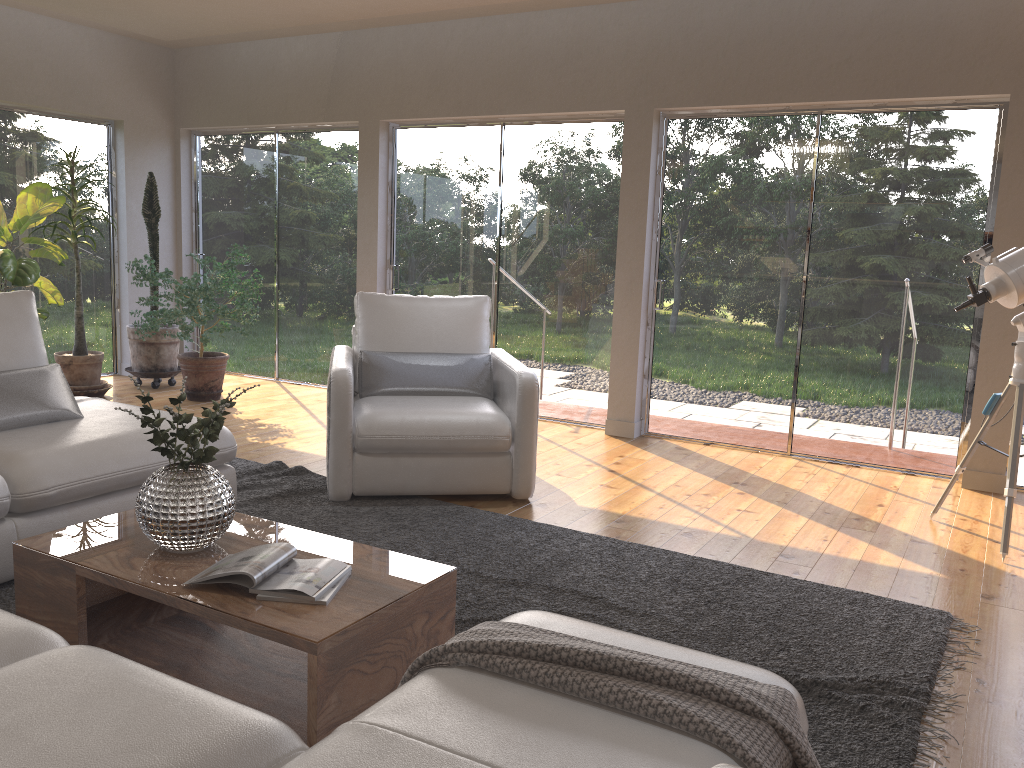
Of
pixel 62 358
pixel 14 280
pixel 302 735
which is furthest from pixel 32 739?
pixel 62 358

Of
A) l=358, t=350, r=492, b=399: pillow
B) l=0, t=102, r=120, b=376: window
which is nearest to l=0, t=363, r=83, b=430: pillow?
l=358, t=350, r=492, b=399: pillow

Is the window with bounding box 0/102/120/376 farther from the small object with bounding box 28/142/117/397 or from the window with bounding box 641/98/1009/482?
the window with bounding box 641/98/1009/482

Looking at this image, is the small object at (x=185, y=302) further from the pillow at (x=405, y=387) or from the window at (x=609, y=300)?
the pillow at (x=405, y=387)

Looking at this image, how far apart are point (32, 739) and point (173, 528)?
1.2 meters

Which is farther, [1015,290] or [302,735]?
[1015,290]

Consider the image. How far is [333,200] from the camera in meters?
7.2

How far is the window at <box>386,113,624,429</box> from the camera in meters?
6.1 m

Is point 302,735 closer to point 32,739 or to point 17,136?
point 32,739

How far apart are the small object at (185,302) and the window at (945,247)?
2.8 meters
